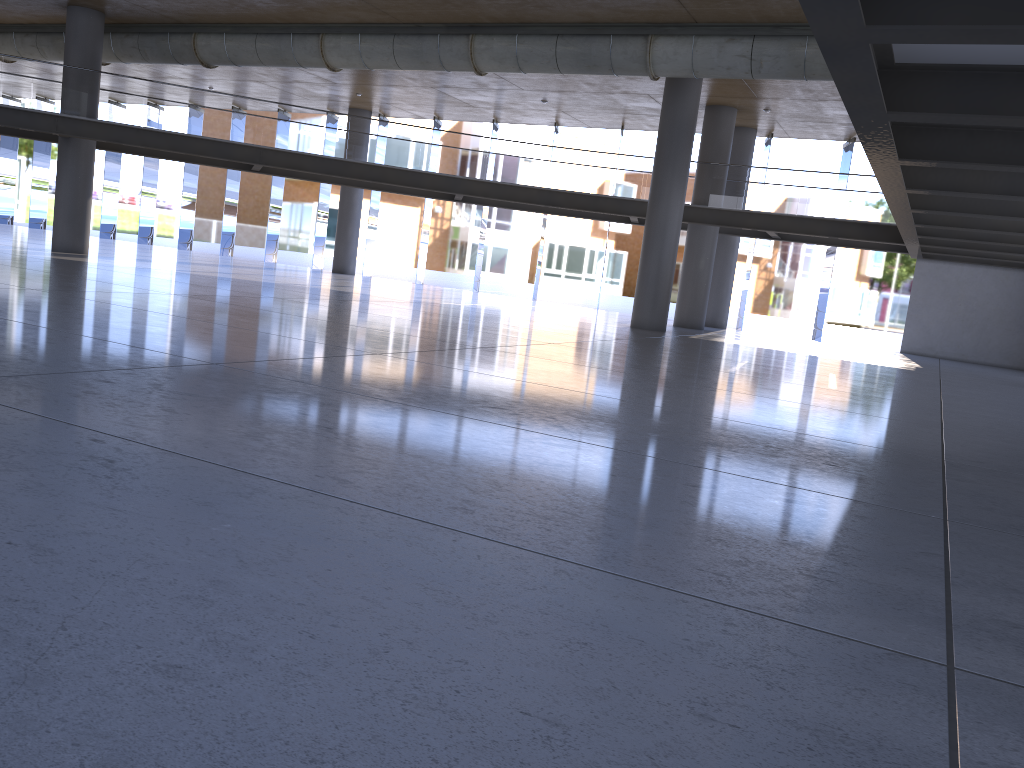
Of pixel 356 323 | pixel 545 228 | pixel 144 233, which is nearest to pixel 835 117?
pixel 545 228
